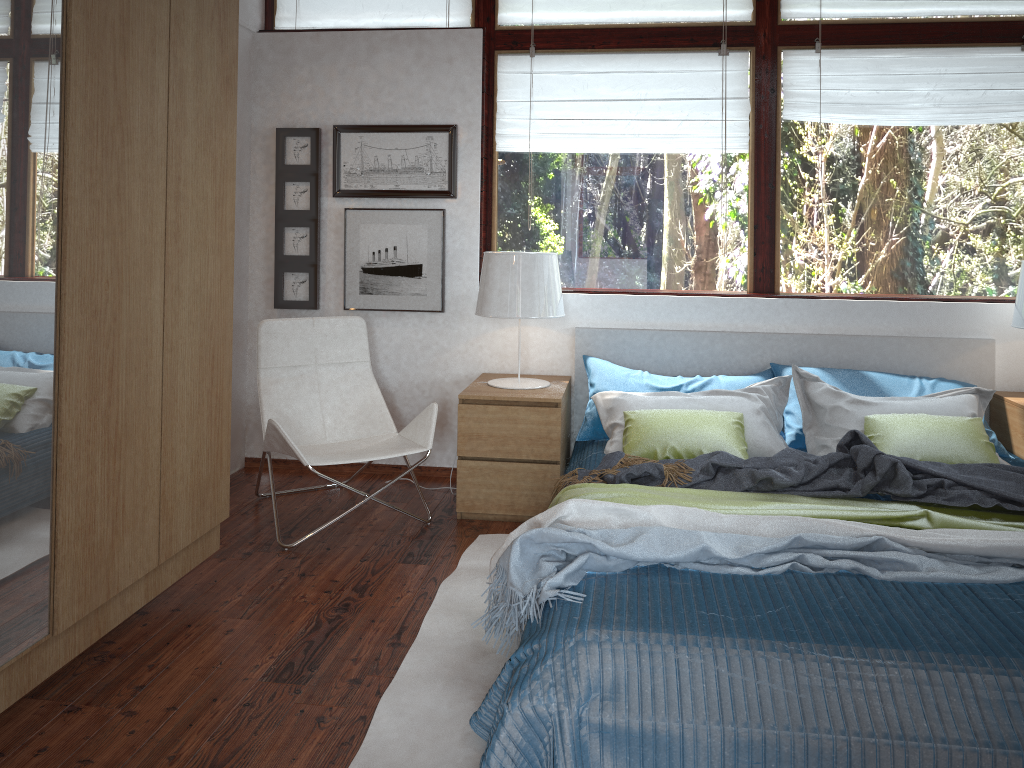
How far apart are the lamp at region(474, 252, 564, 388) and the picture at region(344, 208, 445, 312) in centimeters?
47cm

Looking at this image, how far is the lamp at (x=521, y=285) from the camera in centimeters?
370cm

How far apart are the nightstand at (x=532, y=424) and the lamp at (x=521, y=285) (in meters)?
0.04

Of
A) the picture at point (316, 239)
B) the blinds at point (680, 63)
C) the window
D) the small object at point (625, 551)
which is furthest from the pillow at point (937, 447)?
the picture at point (316, 239)

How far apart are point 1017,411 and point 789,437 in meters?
0.9

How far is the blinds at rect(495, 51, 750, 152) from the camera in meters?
4.1

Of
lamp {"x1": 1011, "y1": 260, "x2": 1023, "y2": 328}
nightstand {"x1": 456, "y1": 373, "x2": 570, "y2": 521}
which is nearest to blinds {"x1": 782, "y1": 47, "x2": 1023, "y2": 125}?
lamp {"x1": 1011, "y1": 260, "x2": 1023, "y2": 328}

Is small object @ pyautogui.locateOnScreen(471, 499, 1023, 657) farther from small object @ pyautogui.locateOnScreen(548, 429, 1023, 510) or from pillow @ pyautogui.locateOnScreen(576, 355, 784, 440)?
pillow @ pyautogui.locateOnScreen(576, 355, 784, 440)

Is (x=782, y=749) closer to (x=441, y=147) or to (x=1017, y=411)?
(x=1017, y=411)

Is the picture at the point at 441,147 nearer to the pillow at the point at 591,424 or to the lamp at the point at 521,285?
the lamp at the point at 521,285
